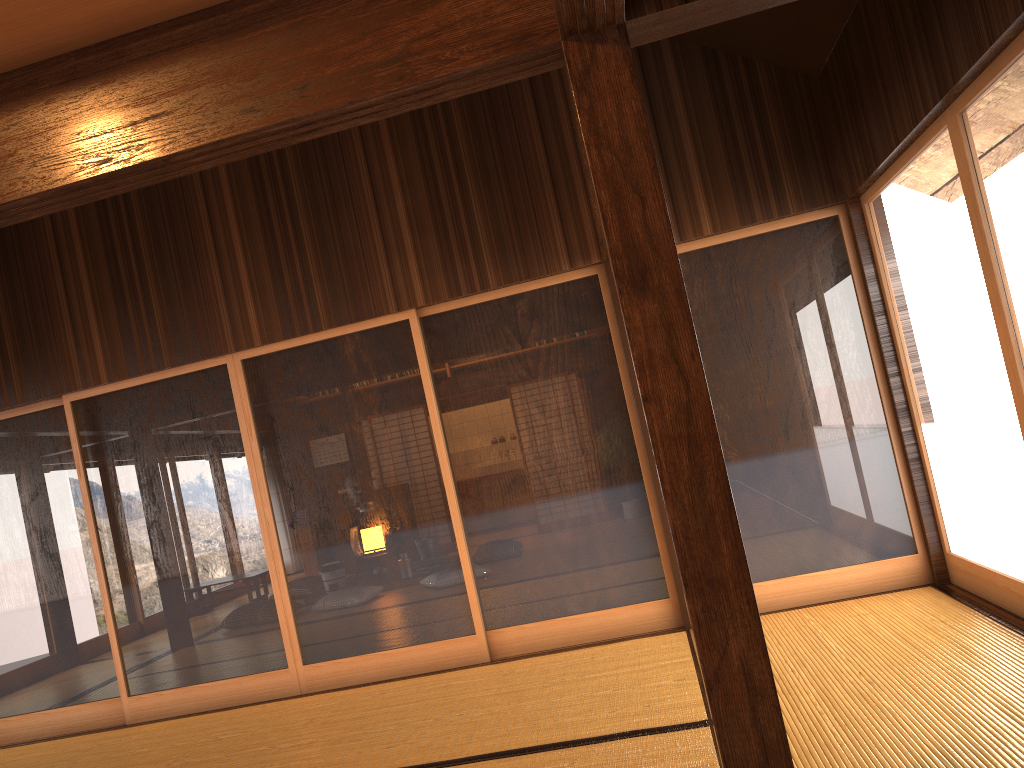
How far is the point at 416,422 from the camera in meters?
5.0 m

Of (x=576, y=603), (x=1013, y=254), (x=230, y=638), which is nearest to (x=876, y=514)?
(x=576, y=603)

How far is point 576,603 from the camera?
4.88m

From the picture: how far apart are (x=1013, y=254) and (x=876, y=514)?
1.92m

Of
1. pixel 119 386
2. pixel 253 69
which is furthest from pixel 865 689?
pixel 119 386

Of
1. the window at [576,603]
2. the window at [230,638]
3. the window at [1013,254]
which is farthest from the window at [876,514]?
the window at [230,638]

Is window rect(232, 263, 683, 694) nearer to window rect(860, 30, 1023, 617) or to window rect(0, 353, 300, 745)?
window rect(0, 353, 300, 745)

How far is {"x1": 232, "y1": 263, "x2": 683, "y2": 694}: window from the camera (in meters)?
4.88

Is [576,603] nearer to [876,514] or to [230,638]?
[876,514]

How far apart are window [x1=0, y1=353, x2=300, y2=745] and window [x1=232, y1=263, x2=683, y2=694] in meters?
→ 0.0 m
